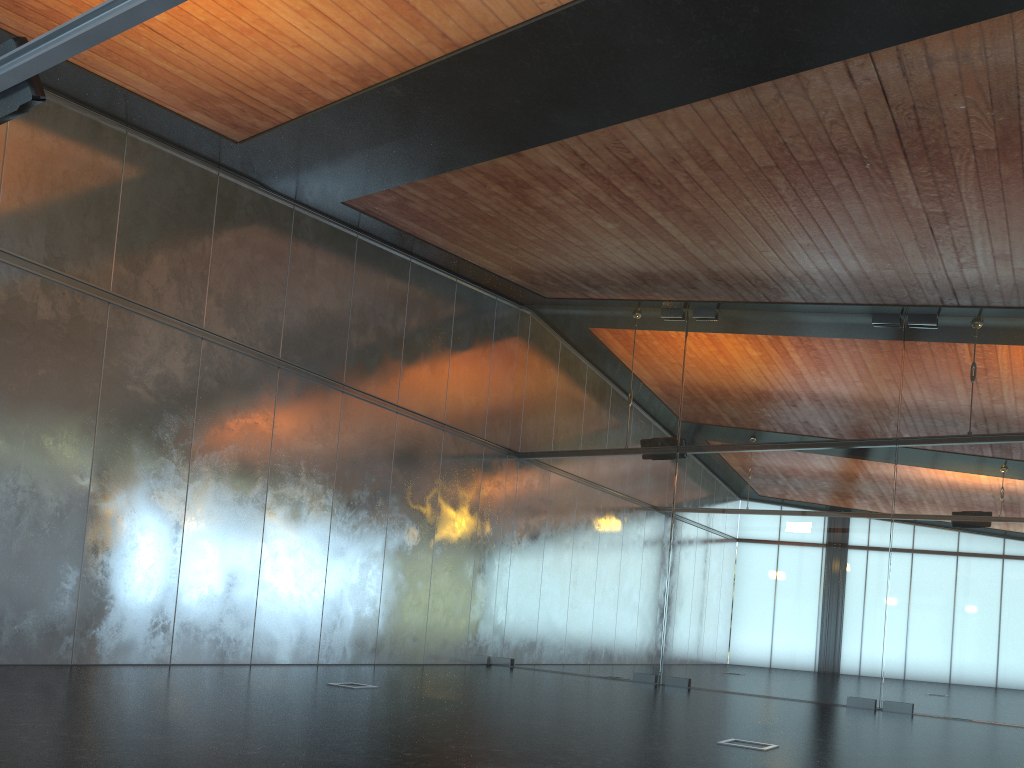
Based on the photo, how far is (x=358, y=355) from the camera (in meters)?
13.13

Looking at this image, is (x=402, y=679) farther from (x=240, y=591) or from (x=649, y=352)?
(x=649, y=352)

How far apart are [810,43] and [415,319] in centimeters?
861cm
